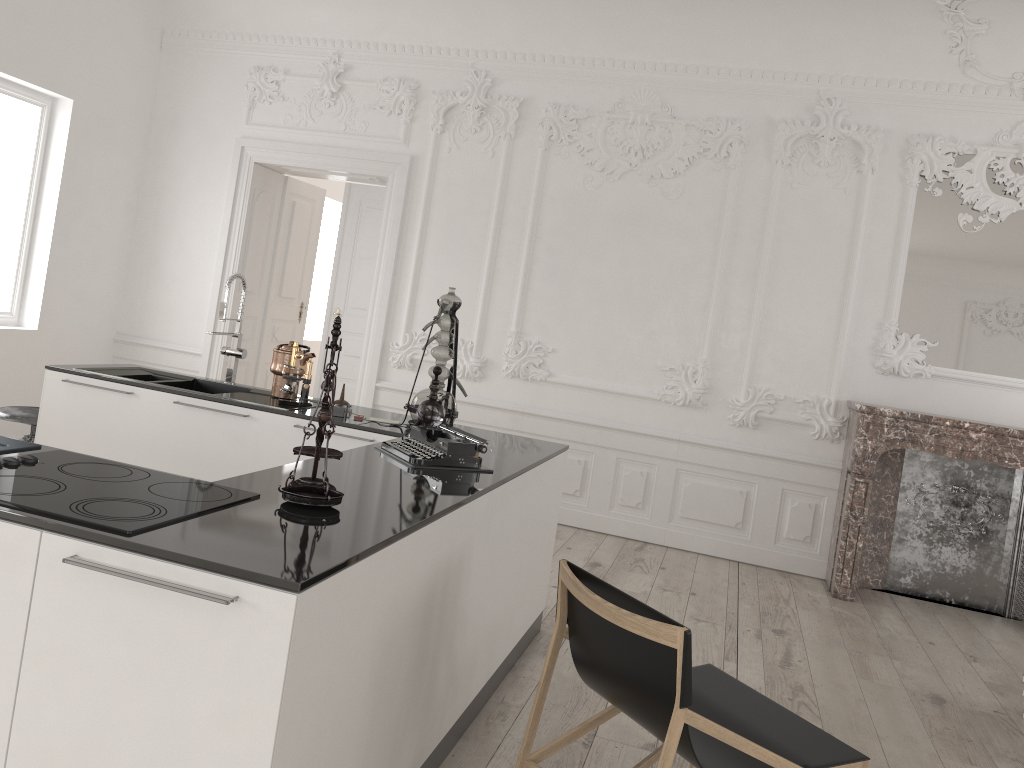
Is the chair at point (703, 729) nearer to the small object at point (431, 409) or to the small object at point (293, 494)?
the small object at point (293, 494)

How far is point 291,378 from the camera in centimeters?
417cm

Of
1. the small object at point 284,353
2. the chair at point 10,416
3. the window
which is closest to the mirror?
the small object at point 284,353

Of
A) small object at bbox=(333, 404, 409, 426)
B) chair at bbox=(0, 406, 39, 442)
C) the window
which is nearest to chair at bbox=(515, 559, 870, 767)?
small object at bbox=(333, 404, 409, 426)

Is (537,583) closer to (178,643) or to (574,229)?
(178,643)

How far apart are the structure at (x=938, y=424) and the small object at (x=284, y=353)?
3.5 meters

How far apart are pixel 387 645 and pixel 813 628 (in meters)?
3.51

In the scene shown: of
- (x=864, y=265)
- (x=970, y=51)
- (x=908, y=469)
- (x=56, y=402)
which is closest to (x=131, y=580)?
(x=56, y=402)

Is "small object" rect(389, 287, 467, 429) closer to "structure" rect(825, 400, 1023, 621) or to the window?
"structure" rect(825, 400, 1023, 621)

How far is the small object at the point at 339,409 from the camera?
4.0m
